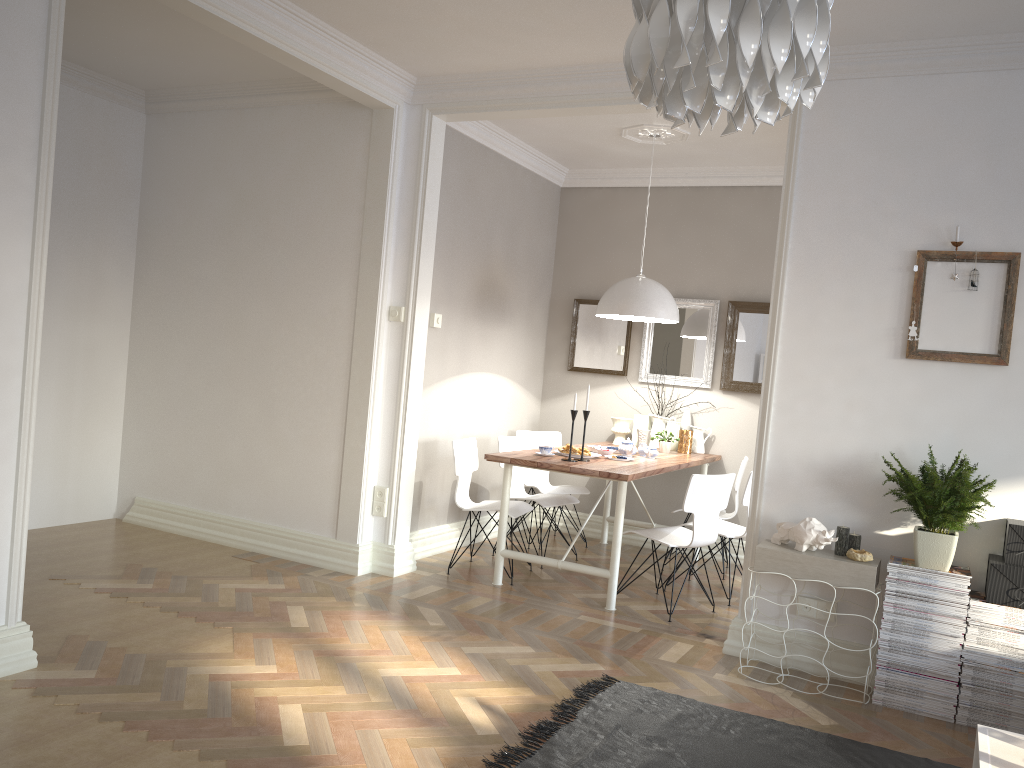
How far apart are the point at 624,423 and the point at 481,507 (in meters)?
1.61

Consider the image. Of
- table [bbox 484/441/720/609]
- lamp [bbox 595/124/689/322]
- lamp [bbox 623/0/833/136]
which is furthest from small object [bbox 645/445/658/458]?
lamp [bbox 623/0/833/136]

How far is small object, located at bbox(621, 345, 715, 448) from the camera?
6.4 meters

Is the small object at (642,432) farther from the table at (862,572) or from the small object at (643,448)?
the table at (862,572)

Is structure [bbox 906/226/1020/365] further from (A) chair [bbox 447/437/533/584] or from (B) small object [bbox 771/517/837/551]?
(A) chair [bbox 447/437/533/584]

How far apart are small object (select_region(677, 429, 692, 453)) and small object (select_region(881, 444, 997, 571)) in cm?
245

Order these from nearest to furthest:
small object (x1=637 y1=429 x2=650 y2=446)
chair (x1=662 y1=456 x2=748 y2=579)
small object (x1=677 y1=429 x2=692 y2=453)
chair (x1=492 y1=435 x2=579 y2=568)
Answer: chair (x1=492 y1=435 x2=579 y2=568), chair (x1=662 y1=456 x2=748 y2=579), small object (x1=677 y1=429 x2=692 y2=453), small object (x1=637 y1=429 x2=650 y2=446)

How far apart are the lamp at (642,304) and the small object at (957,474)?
2.0m

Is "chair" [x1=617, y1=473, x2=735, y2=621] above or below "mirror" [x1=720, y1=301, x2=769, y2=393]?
below

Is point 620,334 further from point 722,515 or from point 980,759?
point 980,759
